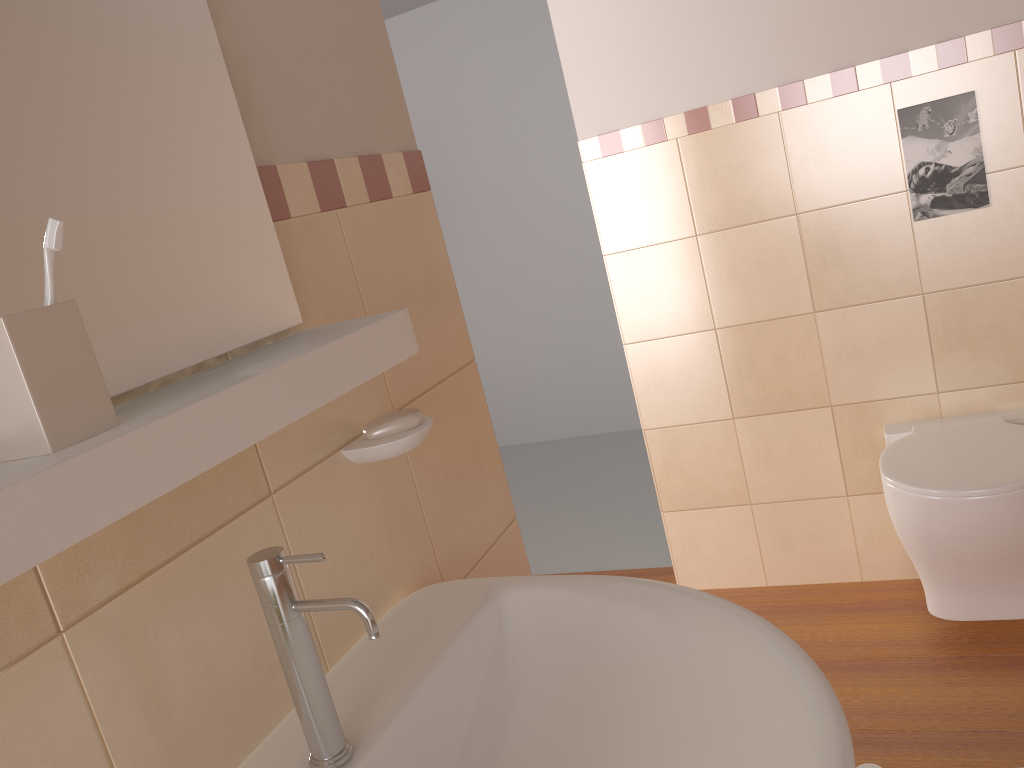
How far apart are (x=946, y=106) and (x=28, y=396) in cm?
217

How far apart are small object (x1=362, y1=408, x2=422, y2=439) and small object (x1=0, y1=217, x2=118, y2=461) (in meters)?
0.42

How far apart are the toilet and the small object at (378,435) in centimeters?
134cm

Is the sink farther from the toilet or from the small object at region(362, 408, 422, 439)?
the toilet

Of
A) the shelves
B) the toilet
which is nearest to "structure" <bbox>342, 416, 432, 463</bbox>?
the shelves

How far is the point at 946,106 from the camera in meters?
2.1 m

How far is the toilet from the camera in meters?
1.9 m

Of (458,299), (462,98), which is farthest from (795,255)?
(462,98)

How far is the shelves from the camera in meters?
0.5 m

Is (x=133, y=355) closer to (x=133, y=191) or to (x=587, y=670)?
(x=133, y=191)
